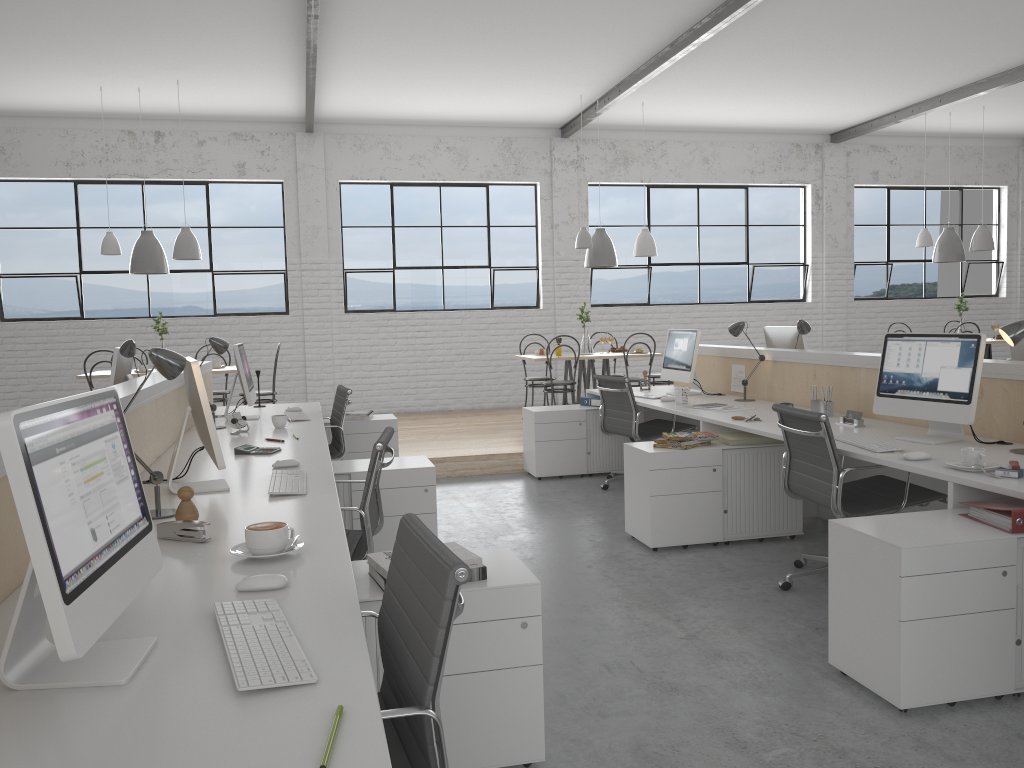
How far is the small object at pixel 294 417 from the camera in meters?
4.2

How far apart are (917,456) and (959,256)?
5.8 meters

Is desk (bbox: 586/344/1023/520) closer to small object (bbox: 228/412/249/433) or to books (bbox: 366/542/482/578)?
books (bbox: 366/542/482/578)

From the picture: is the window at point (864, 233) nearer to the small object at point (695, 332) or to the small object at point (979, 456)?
the small object at point (695, 332)

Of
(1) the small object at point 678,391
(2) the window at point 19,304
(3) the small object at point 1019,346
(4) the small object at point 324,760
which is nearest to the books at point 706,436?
(1) the small object at point 678,391

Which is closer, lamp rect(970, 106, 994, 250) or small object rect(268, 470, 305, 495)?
small object rect(268, 470, 305, 495)

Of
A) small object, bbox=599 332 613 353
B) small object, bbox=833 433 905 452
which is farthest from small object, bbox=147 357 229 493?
small object, bbox=599 332 613 353

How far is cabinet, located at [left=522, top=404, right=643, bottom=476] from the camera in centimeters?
516cm

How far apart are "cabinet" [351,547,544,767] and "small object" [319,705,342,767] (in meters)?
0.73

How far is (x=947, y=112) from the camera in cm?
788
